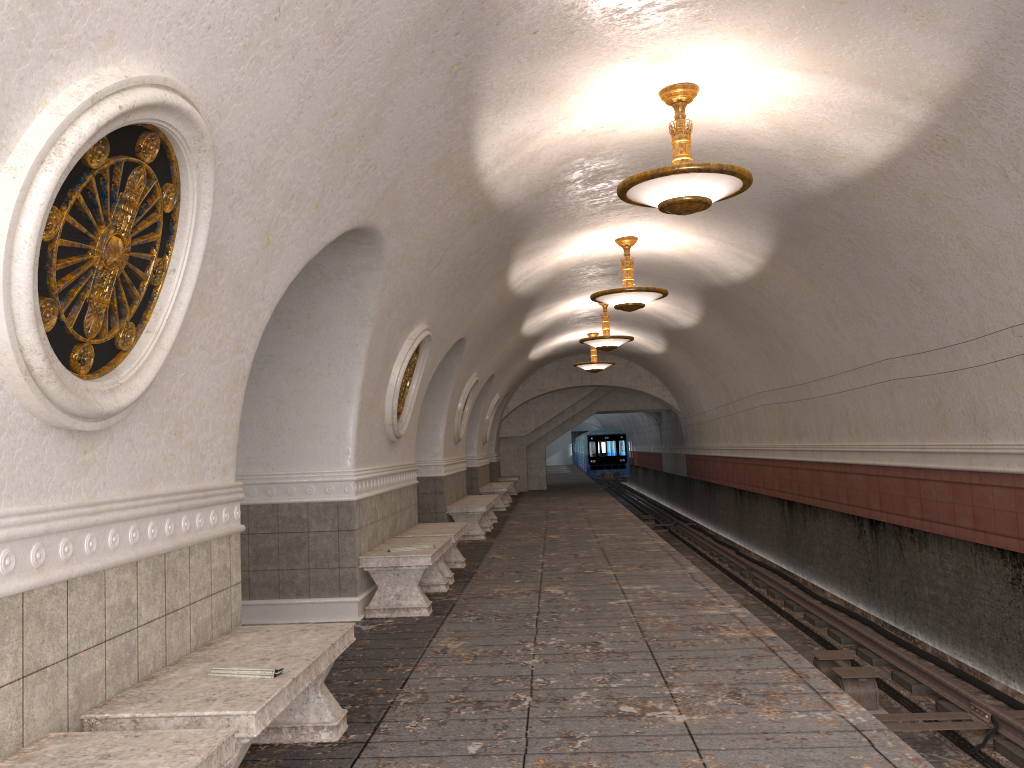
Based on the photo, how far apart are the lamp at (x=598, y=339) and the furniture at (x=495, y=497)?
3.27m

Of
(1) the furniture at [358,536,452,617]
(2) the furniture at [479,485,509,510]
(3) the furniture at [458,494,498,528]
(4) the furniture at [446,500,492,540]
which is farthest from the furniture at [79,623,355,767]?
(2) the furniture at [479,485,509,510]

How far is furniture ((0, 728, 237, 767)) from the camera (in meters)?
2.53

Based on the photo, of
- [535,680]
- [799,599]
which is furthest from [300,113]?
[799,599]

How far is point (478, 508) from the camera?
13.30m

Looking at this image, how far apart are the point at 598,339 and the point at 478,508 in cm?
426

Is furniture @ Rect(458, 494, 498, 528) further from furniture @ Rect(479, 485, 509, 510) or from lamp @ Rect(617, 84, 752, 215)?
lamp @ Rect(617, 84, 752, 215)

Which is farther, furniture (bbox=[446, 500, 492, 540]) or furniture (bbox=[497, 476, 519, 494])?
furniture (bbox=[497, 476, 519, 494])

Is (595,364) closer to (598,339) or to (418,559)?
(598,339)

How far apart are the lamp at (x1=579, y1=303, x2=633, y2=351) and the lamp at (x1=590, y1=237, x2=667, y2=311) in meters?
4.3
